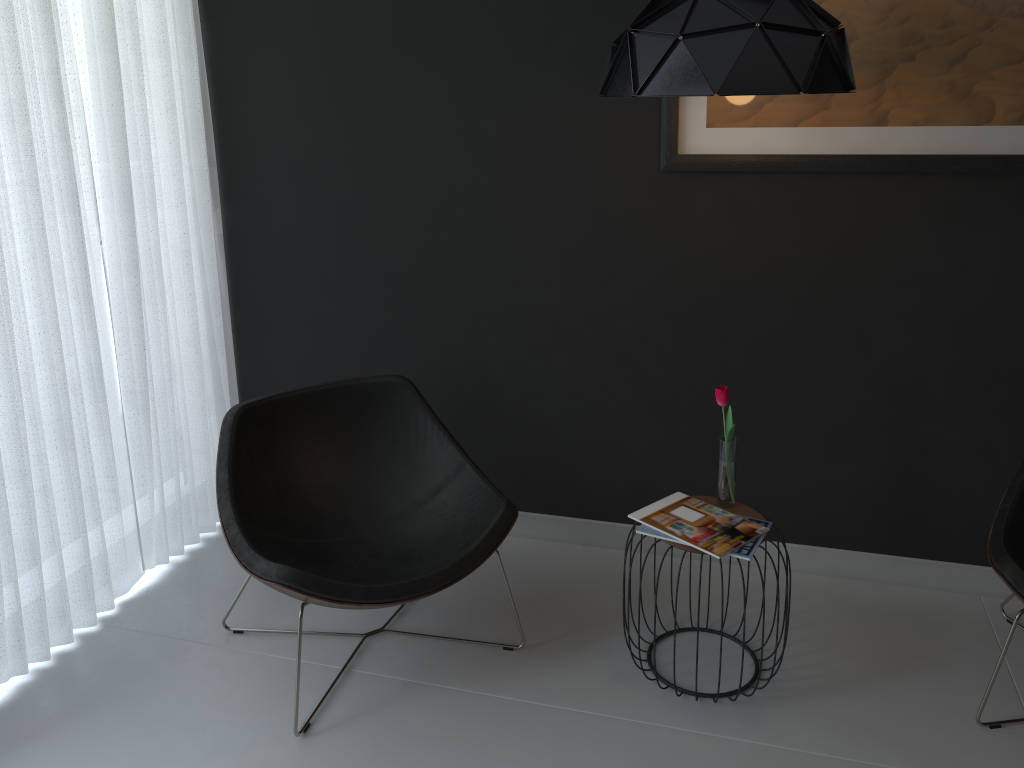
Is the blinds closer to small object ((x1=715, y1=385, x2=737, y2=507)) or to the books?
the books

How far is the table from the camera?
2.5m

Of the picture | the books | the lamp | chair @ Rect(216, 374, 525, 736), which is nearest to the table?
the books

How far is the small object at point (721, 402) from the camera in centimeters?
242cm

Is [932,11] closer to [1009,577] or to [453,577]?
[1009,577]

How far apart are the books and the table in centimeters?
2cm

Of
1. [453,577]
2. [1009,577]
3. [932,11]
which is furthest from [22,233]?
[1009,577]

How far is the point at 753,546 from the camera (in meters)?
2.30

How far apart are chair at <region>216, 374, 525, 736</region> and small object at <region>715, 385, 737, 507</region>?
0.6 meters

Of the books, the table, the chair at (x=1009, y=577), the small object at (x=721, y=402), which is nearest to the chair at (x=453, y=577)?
the books
